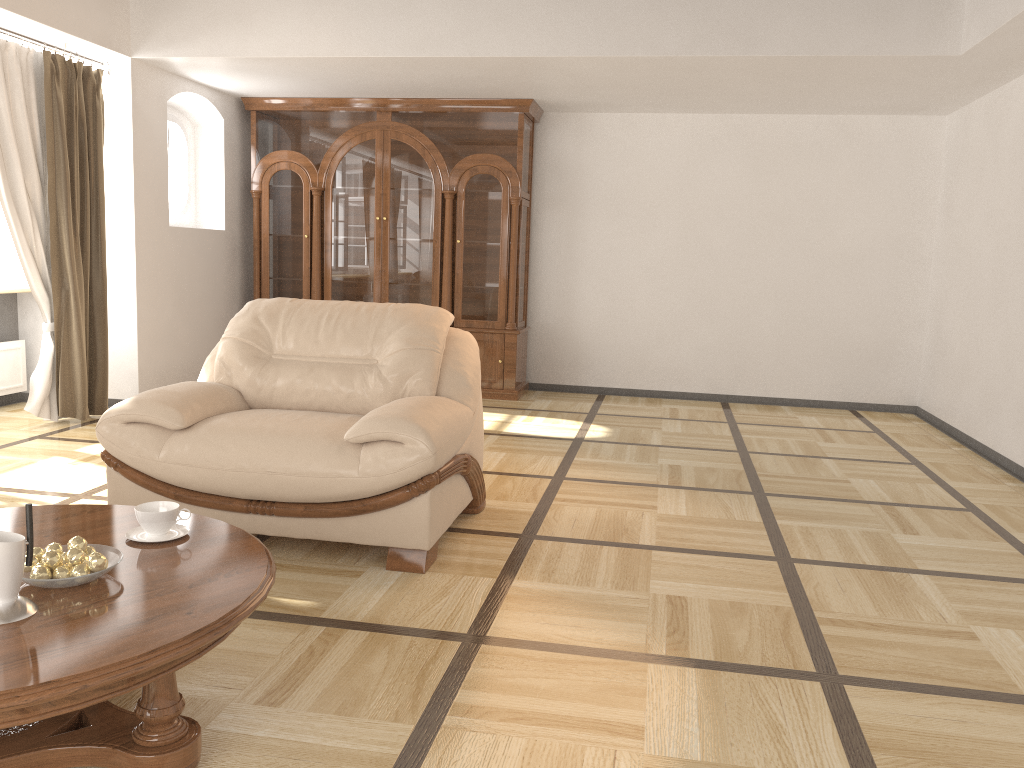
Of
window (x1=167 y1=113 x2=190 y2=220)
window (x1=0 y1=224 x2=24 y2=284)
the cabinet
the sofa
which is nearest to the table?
the sofa

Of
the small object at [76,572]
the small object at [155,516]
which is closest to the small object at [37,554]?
the small object at [76,572]

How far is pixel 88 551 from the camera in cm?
197

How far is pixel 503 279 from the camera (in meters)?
6.93

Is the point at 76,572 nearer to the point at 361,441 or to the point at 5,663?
the point at 5,663

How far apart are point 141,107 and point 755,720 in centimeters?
546cm

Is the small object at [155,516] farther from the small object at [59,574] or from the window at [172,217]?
the window at [172,217]

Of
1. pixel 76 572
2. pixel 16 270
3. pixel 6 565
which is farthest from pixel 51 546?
pixel 16 270

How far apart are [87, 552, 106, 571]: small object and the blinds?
3.9m

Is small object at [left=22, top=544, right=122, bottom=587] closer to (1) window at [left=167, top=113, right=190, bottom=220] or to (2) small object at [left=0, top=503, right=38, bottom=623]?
(2) small object at [left=0, top=503, right=38, bottom=623]
